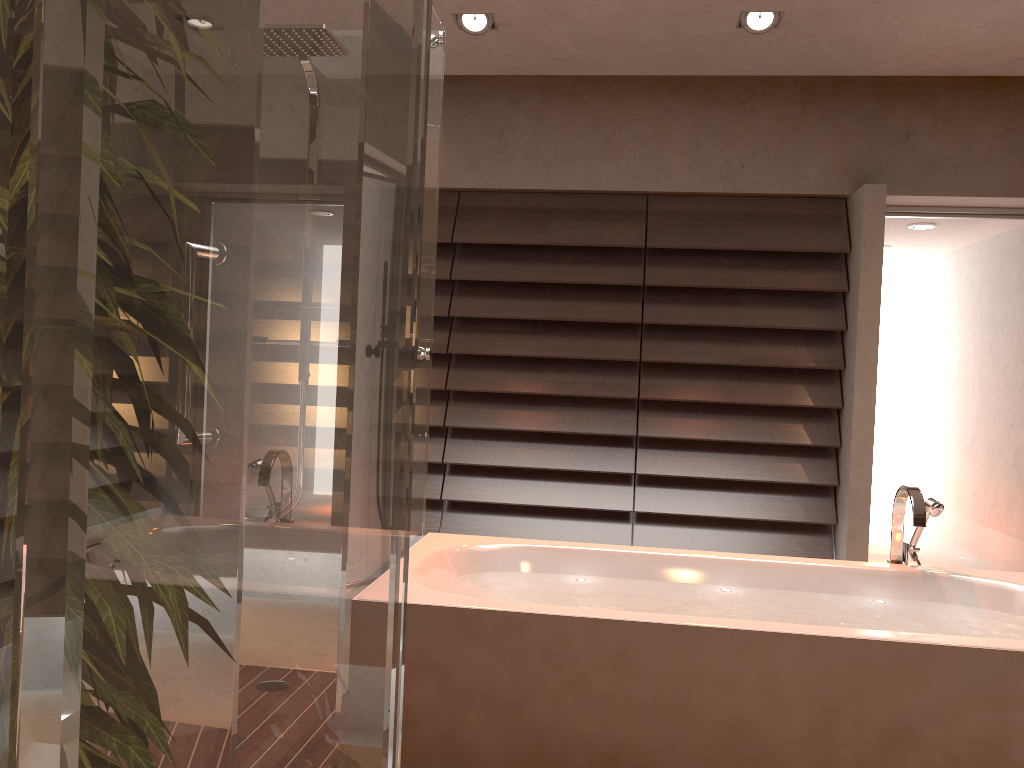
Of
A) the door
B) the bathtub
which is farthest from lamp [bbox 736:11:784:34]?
the bathtub

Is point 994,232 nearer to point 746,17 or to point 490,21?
point 746,17

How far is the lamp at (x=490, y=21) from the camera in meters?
3.7 m

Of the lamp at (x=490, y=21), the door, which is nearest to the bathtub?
the door

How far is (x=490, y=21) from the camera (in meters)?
3.66

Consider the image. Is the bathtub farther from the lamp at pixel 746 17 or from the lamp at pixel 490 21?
the lamp at pixel 490 21

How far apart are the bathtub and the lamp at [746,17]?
1.9 meters

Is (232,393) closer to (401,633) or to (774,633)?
(401,633)

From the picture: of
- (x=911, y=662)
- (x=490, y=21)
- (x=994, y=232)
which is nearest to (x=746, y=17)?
(x=490, y=21)

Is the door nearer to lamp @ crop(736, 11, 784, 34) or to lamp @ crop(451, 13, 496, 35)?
lamp @ crop(736, 11, 784, 34)
